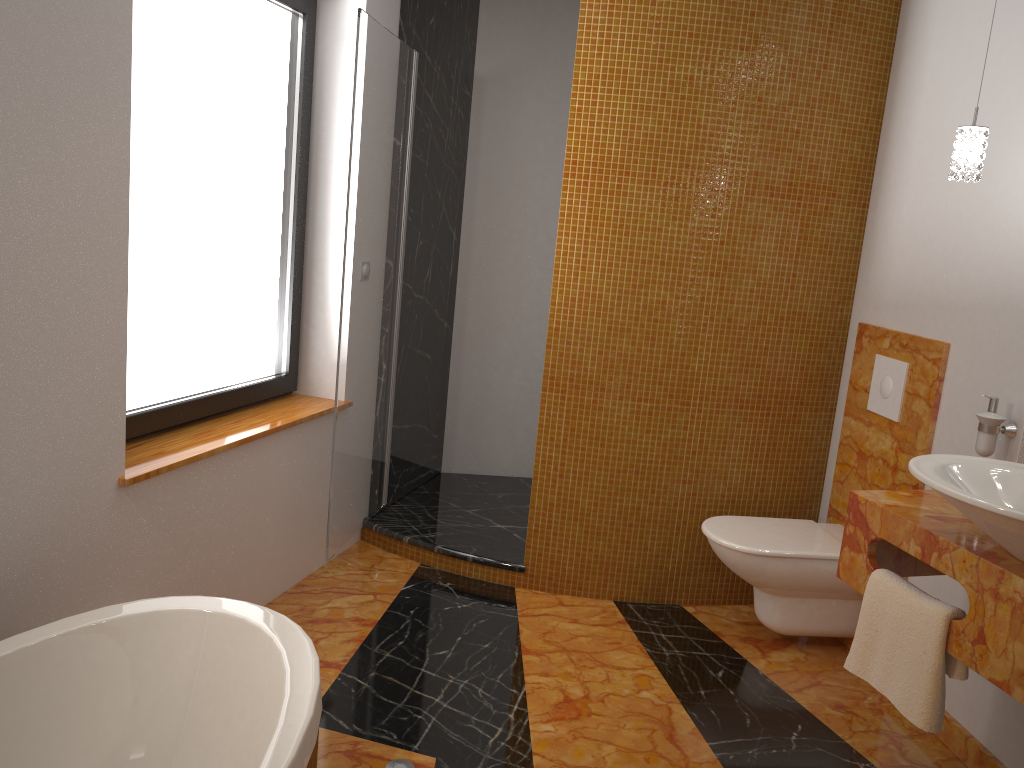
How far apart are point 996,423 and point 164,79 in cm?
250

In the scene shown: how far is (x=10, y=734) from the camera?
1.7m

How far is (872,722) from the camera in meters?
2.7

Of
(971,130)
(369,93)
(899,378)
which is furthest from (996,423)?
(369,93)

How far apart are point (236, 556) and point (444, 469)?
1.78m

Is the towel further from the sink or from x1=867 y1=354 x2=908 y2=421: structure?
x1=867 y1=354 x2=908 y2=421: structure

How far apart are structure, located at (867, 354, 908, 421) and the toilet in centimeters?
46cm

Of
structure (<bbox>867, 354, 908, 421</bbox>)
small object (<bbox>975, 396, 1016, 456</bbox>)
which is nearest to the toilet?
structure (<bbox>867, 354, 908, 421</bbox>)

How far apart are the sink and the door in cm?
181

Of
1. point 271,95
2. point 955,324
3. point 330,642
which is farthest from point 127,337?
point 955,324
